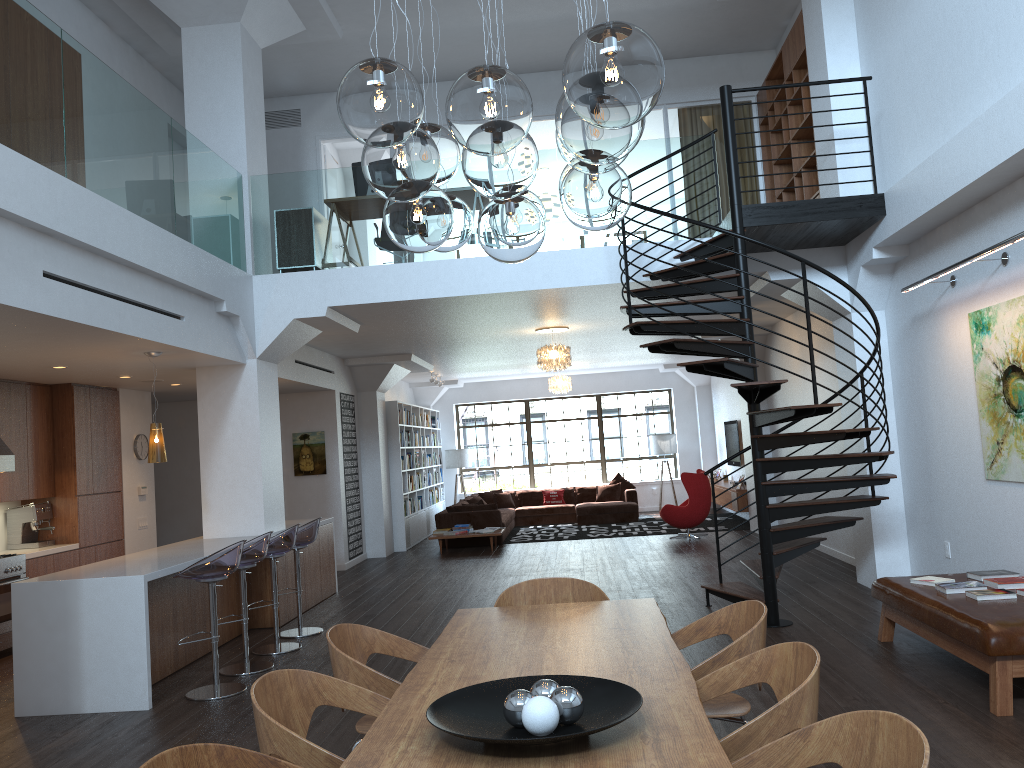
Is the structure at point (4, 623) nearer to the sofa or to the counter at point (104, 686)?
the counter at point (104, 686)

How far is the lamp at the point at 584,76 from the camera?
2.0m

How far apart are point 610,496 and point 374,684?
14.34m

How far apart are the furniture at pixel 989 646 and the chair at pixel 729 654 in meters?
1.7 m

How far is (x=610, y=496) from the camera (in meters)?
17.43

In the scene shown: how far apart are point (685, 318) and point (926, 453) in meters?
2.6 m

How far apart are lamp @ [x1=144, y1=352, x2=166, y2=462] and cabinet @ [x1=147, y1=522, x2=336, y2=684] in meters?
1.0

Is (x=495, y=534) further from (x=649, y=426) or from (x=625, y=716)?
(x=625, y=716)

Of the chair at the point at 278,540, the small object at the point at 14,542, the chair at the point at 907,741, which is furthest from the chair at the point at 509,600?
the small object at the point at 14,542

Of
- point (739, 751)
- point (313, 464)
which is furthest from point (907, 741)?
point (313, 464)
